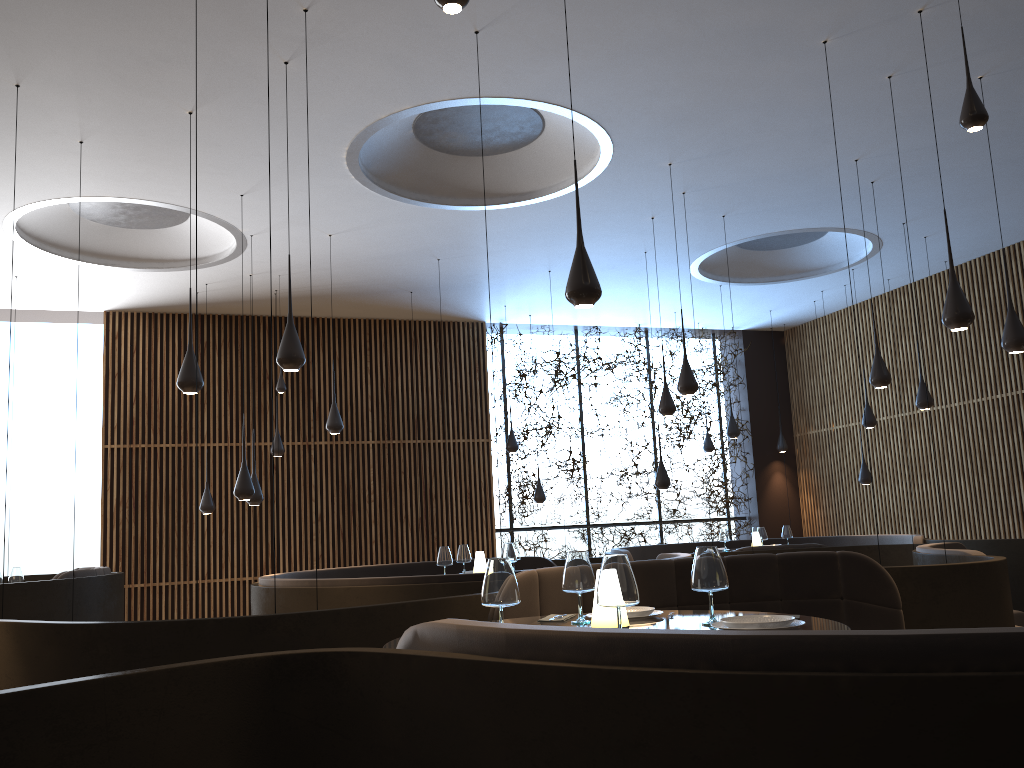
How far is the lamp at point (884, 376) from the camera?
8.2 meters

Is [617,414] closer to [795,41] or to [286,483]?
[286,483]

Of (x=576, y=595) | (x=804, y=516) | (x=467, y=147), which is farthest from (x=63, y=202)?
(x=804, y=516)

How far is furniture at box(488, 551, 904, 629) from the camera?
4.9m

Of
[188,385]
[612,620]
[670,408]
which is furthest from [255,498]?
[612,620]

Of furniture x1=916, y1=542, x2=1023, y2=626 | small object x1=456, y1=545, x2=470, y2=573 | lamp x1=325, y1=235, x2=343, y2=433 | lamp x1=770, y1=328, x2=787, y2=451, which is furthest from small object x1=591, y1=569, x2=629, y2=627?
lamp x1=770, y1=328, x2=787, y2=451

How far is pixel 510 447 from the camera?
13.0m

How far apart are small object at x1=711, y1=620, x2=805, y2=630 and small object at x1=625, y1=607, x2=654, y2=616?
0.5 meters

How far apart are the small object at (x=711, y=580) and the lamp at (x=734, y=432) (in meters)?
9.34

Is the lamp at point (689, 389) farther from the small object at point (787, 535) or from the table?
the small object at point (787, 535)
